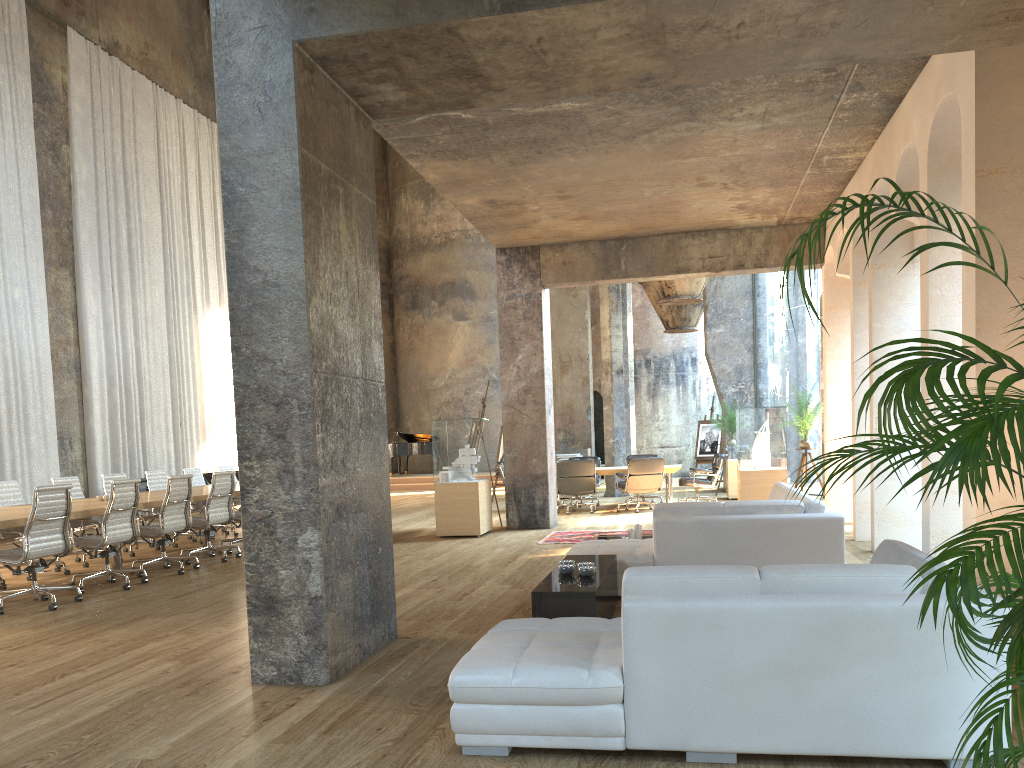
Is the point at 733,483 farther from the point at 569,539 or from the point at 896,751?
the point at 896,751

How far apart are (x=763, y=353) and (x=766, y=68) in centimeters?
2018cm

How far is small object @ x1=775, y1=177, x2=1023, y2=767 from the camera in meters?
2.0

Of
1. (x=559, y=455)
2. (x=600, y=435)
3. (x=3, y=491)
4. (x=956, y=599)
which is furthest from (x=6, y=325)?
(x=600, y=435)

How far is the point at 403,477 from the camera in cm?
2423

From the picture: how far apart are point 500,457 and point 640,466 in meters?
4.5

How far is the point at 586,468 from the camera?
14.0 meters

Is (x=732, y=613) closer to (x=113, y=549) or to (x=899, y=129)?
(x=899, y=129)

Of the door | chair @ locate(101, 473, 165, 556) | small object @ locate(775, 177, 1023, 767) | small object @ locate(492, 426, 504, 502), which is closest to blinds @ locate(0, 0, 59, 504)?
chair @ locate(101, 473, 165, 556)

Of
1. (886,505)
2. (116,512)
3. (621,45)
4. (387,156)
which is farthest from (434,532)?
(387,156)
